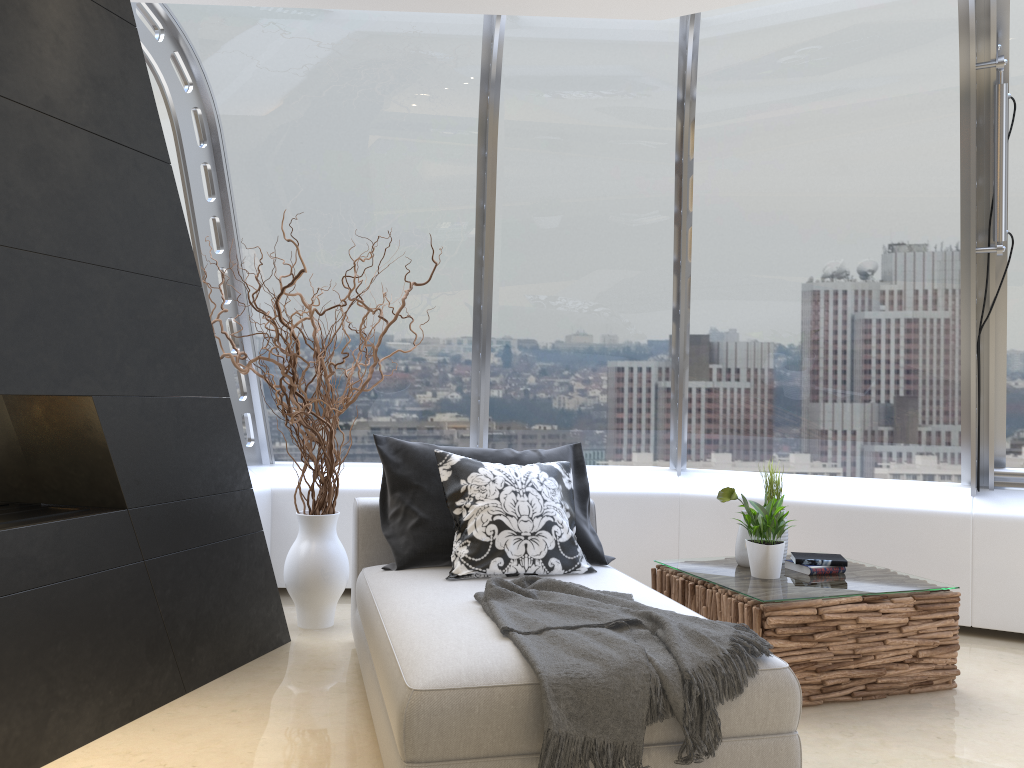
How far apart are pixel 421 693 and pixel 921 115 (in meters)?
3.97

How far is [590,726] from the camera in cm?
232

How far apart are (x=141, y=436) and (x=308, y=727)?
1.20m

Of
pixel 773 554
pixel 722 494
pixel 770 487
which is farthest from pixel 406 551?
pixel 770 487

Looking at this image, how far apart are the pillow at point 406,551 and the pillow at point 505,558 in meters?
0.1 m

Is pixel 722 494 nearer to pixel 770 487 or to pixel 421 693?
pixel 770 487

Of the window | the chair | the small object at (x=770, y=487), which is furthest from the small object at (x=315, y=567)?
the small object at (x=770, y=487)

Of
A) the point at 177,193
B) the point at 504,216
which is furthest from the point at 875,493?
the point at 177,193

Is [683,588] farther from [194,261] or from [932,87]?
[932,87]

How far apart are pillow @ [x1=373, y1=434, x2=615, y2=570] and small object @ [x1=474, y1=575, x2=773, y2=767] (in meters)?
0.61
